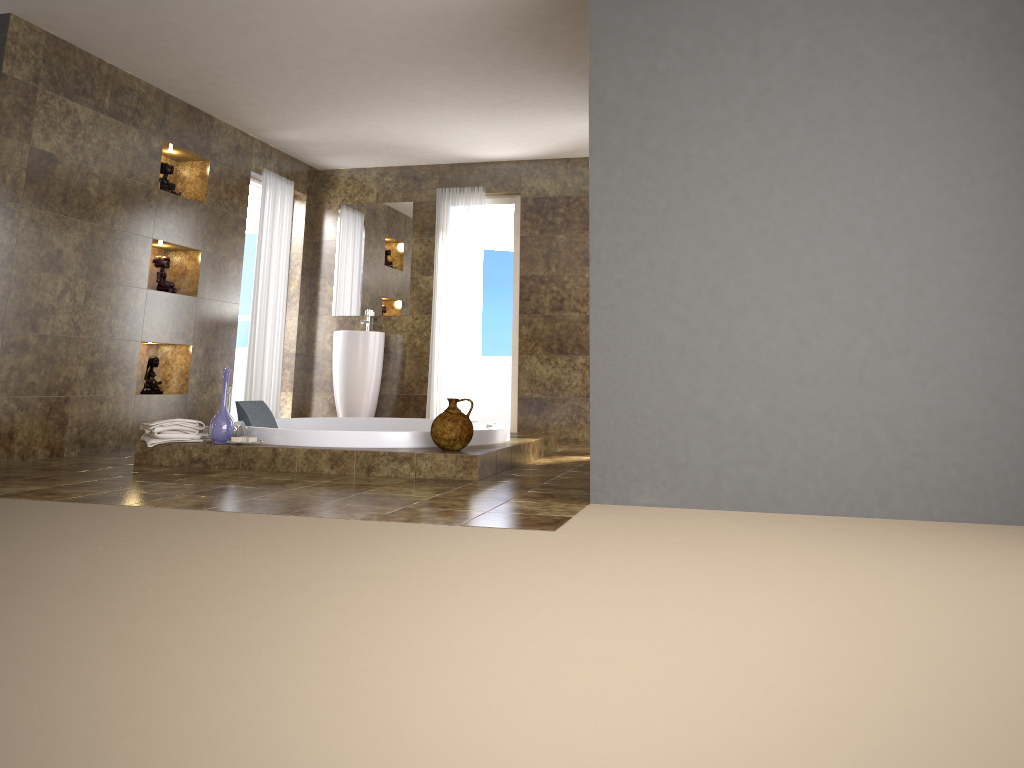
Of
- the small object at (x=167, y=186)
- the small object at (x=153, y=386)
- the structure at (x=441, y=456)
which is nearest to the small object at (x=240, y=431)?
the structure at (x=441, y=456)

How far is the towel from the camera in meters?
4.9 m

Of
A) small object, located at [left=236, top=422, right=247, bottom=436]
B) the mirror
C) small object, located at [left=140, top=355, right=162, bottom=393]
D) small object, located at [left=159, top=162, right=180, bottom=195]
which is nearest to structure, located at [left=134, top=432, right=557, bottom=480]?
small object, located at [left=236, top=422, right=247, bottom=436]

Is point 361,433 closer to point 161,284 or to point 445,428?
point 445,428

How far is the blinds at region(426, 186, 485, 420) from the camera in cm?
786

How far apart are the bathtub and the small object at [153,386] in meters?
0.8

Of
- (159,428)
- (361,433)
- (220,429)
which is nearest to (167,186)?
(159,428)

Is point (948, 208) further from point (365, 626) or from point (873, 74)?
point (365, 626)

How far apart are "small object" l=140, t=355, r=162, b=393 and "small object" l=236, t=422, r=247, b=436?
1.5 meters

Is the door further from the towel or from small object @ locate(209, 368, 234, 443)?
small object @ locate(209, 368, 234, 443)
